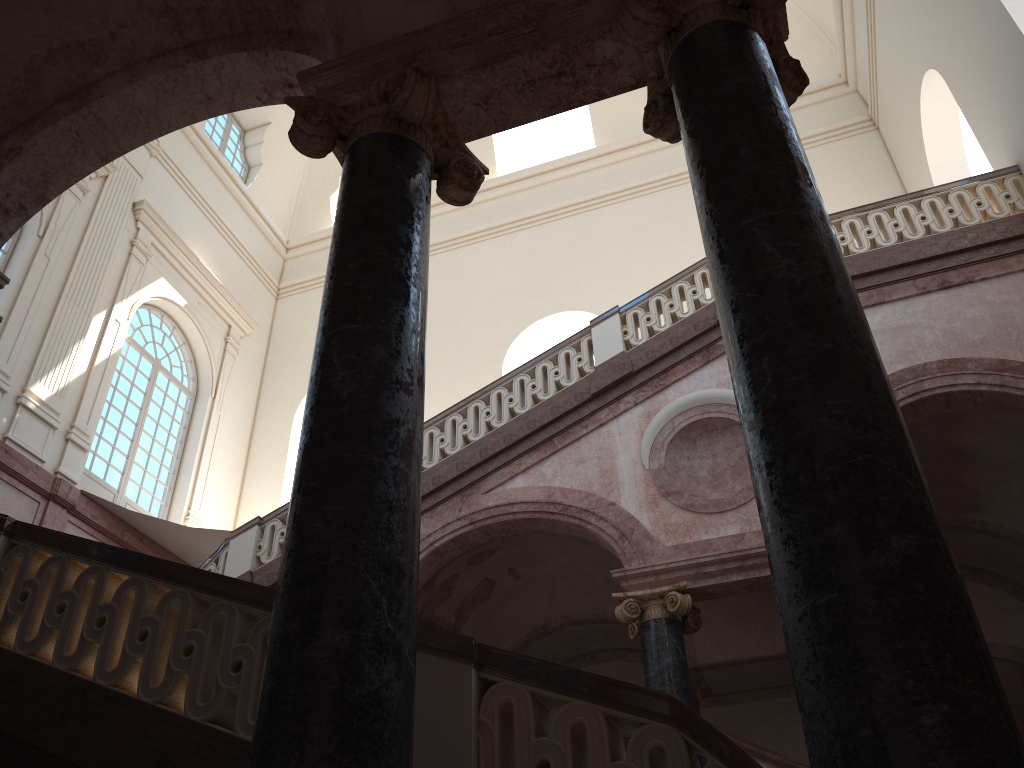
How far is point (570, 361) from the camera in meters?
10.0 m
